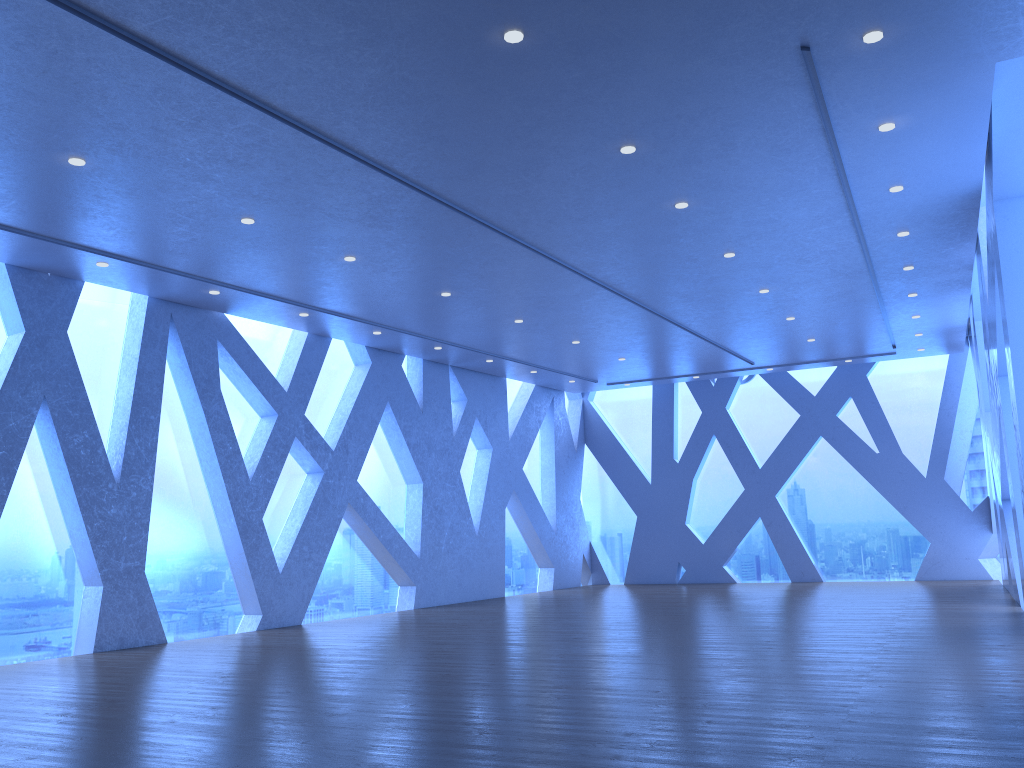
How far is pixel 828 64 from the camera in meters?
5.5 m

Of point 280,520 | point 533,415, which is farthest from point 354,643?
point 533,415

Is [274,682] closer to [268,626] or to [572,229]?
[268,626]
